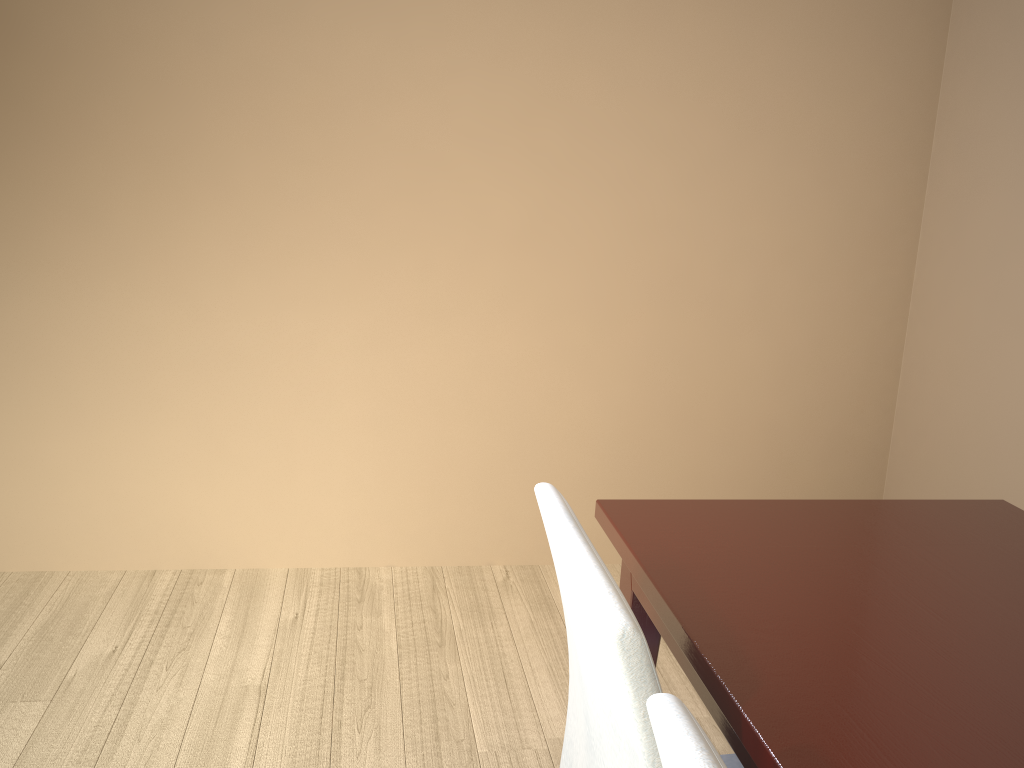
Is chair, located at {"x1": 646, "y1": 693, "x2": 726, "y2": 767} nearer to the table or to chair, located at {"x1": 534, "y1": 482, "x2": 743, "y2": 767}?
chair, located at {"x1": 534, "y1": 482, "x2": 743, "y2": 767}

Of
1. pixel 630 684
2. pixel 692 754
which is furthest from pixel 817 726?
pixel 692 754

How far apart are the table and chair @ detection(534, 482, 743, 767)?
0.1 meters

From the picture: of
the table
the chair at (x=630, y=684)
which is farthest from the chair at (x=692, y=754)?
the table

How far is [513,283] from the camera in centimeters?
256cm

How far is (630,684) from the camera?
0.8 meters

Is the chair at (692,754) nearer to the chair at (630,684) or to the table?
the chair at (630,684)

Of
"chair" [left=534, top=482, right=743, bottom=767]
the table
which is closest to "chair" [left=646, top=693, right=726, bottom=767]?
"chair" [left=534, top=482, right=743, bottom=767]

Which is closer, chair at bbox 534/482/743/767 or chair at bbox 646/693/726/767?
chair at bbox 646/693/726/767

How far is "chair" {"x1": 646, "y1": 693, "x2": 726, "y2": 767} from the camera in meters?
0.6 m
